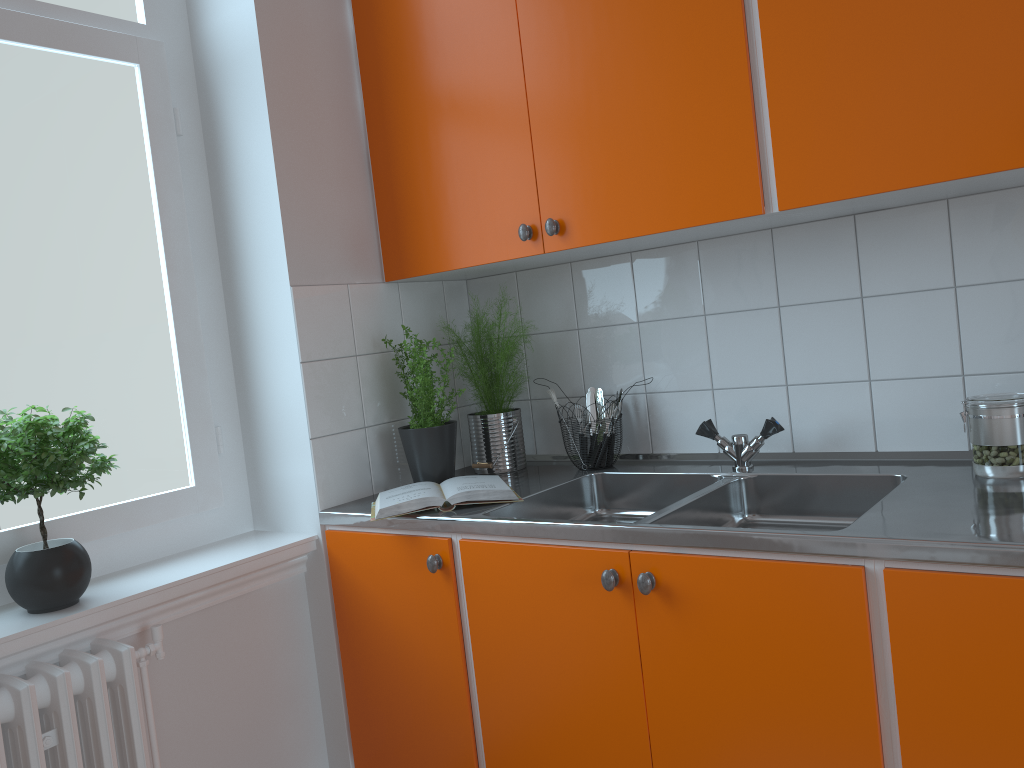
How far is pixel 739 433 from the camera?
2.2m

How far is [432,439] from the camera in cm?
218

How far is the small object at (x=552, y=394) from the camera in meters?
2.3 m

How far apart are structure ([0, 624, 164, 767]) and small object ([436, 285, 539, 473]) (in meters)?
0.91

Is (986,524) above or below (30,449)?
below

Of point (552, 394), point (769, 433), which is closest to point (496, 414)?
point (552, 394)

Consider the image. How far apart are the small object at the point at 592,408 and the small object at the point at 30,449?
1.2 meters

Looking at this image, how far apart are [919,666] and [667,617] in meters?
0.4 m

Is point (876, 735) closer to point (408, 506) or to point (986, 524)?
point (986, 524)

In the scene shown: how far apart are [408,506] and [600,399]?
0.7 meters
